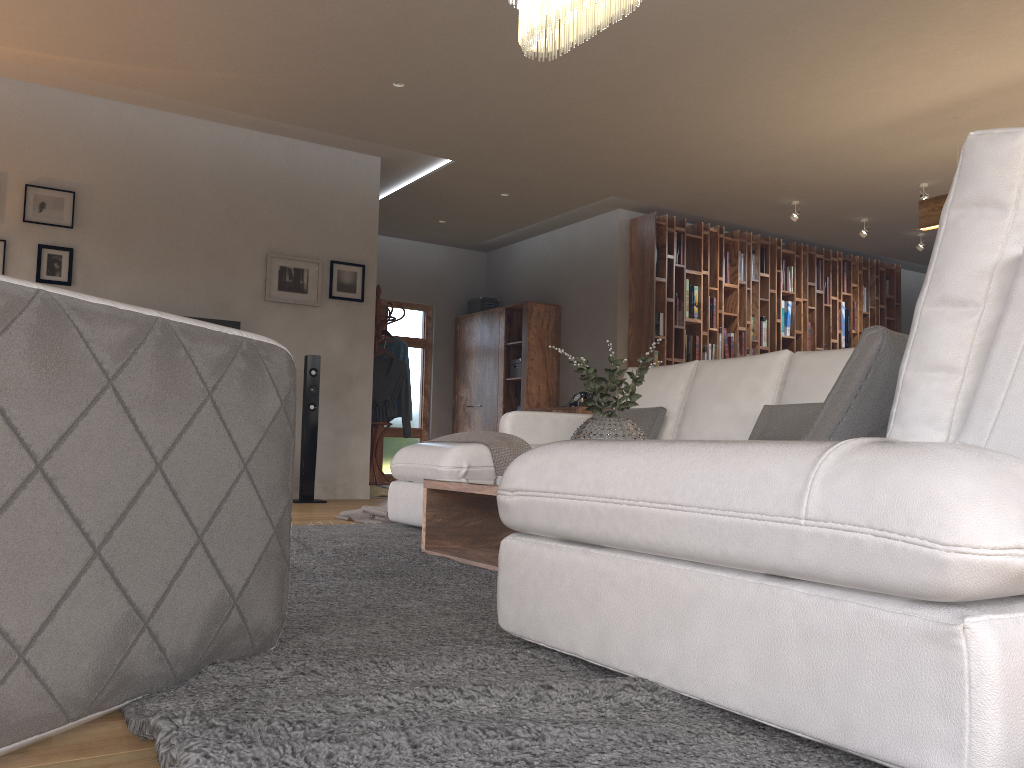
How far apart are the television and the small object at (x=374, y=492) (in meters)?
1.84

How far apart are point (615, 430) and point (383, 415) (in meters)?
5.15

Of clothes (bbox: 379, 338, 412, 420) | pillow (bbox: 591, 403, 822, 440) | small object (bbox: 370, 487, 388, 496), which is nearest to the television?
small object (bbox: 370, 487, 388, 496)

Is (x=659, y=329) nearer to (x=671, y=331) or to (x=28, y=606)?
(x=671, y=331)

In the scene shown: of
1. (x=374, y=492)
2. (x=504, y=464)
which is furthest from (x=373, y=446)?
(x=504, y=464)

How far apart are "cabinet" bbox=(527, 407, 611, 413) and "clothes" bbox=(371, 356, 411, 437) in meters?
1.6 m

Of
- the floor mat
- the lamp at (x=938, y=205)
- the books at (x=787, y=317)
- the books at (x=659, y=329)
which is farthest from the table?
the books at (x=787, y=317)

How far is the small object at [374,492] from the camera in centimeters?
736cm

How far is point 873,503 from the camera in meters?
1.1

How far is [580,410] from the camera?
8.32m
